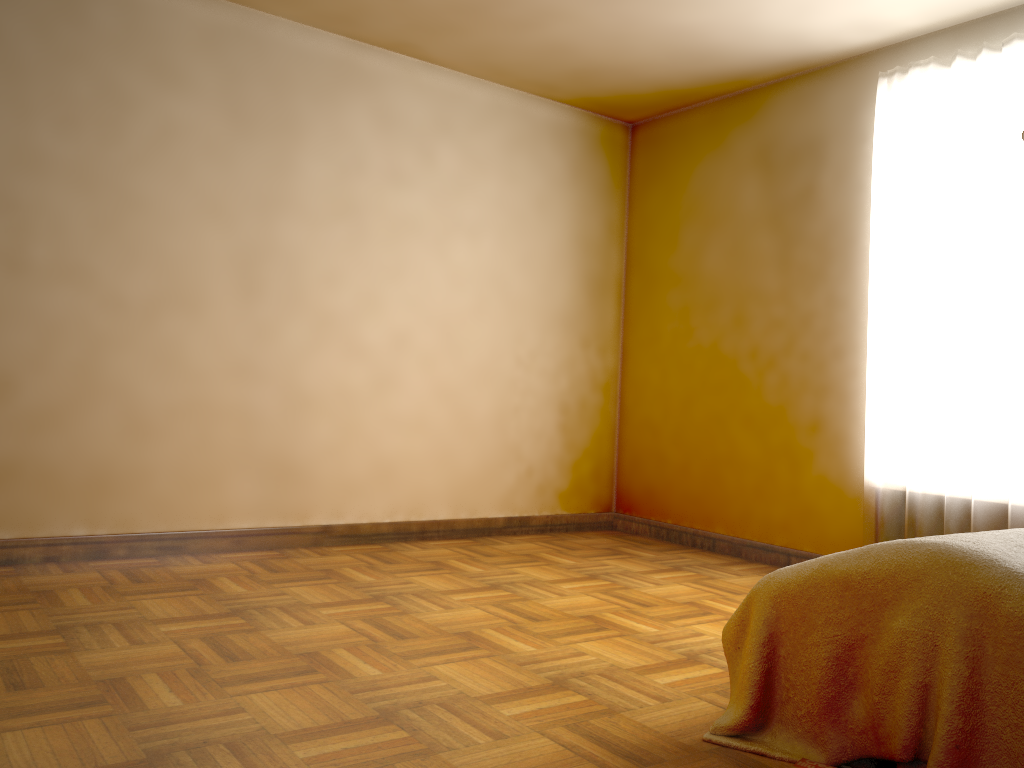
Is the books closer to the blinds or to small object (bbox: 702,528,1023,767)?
small object (bbox: 702,528,1023,767)

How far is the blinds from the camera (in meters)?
3.49

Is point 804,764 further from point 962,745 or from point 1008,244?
point 1008,244

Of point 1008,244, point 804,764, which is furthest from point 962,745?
point 1008,244

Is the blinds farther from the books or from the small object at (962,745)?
the books

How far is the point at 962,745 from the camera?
1.68m

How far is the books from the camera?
1.8m

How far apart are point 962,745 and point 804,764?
0.3 meters

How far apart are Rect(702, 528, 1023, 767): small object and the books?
0.2m

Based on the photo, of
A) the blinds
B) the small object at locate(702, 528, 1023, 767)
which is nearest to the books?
the small object at locate(702, 528, 1023, 767)
